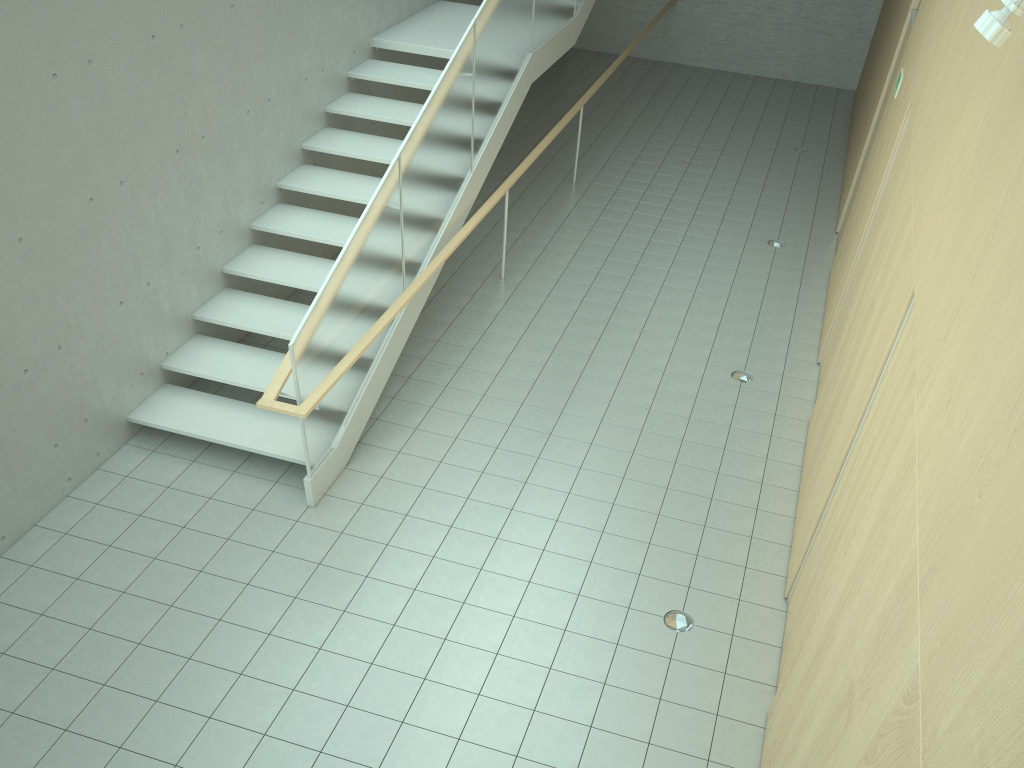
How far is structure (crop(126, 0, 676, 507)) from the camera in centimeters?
573cm

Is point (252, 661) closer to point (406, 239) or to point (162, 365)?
point (162, 365)

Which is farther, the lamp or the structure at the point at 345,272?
the structure at the point at 345,272

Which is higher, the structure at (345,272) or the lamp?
the lamp

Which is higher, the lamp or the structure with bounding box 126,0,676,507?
the lamp

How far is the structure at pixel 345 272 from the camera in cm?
573

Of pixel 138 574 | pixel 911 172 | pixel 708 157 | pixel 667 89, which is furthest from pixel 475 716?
pixel 667 89

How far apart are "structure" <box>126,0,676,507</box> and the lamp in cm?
381

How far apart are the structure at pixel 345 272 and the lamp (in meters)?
3.81
